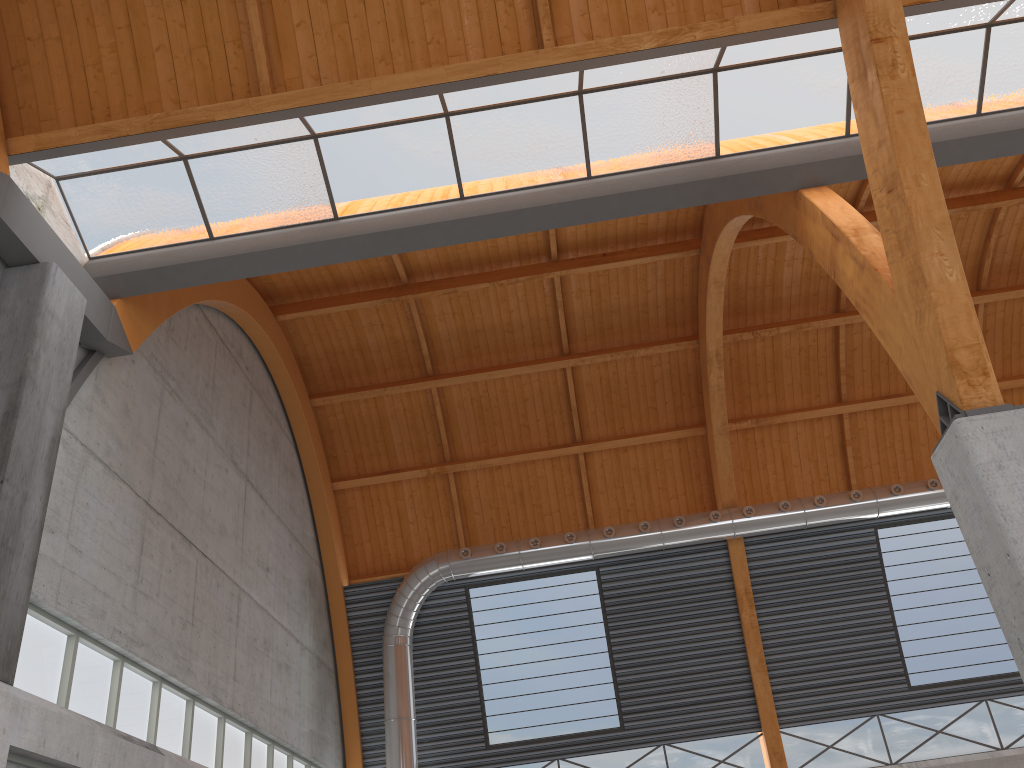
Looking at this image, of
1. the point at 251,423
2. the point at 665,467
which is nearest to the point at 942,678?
the point at 665,467
